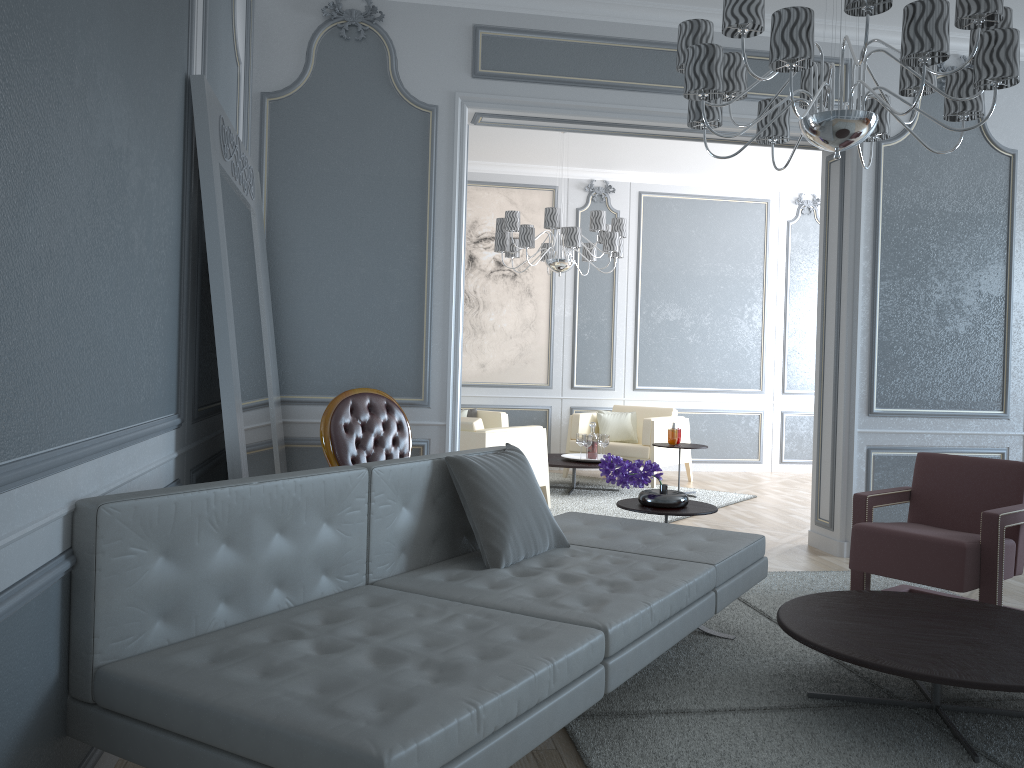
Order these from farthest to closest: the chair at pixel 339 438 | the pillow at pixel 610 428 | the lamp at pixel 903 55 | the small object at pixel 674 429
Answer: the pillow at pixel 610 428 < the small object at pixel 674 429 < the chair at pixel 339 438 < the lamp at pixel 903 55

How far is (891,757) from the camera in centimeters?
221cm

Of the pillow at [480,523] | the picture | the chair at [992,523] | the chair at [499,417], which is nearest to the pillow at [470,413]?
the chair at [499,417]

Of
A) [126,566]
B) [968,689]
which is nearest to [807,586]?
[968,689]

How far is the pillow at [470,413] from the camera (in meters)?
7.42

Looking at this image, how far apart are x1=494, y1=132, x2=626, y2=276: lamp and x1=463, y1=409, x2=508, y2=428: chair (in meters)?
1.33

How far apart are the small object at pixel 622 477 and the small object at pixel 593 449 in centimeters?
304cm

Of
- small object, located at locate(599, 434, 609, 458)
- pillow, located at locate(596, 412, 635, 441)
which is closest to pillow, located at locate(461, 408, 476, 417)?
pillow, located at locate(596, 412, 635, 441)

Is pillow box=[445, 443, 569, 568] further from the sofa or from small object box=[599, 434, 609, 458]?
small object box=[599, 434, 609, 458]

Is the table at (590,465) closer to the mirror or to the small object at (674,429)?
the small object at (674,429)
